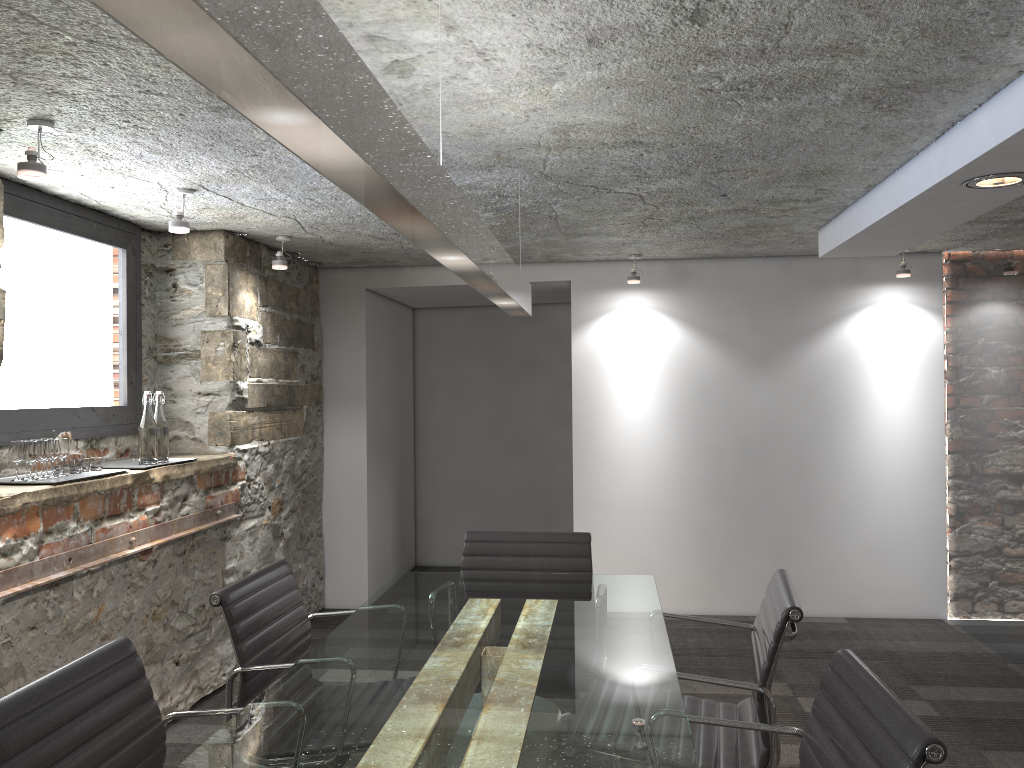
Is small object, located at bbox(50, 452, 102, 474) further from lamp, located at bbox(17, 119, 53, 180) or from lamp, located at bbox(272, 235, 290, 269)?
lamp, located at bbox(272, 235, 290, 269)

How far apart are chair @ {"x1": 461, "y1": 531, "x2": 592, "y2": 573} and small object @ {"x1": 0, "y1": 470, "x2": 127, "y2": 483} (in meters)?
1.38

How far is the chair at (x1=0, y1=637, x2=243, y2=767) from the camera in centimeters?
154cm

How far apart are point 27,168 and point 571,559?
2.1m

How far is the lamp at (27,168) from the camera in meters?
2.5

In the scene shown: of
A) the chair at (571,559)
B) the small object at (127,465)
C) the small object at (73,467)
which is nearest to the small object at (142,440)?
the small object at (127,465)

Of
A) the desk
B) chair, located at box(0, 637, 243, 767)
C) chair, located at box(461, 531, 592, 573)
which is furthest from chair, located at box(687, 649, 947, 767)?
chair, located at box(461, 531, 592, 573)

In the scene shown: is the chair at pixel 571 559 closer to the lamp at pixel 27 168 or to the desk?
the desk

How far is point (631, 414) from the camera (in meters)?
5.39

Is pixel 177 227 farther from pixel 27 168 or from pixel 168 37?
pixel 168 37
